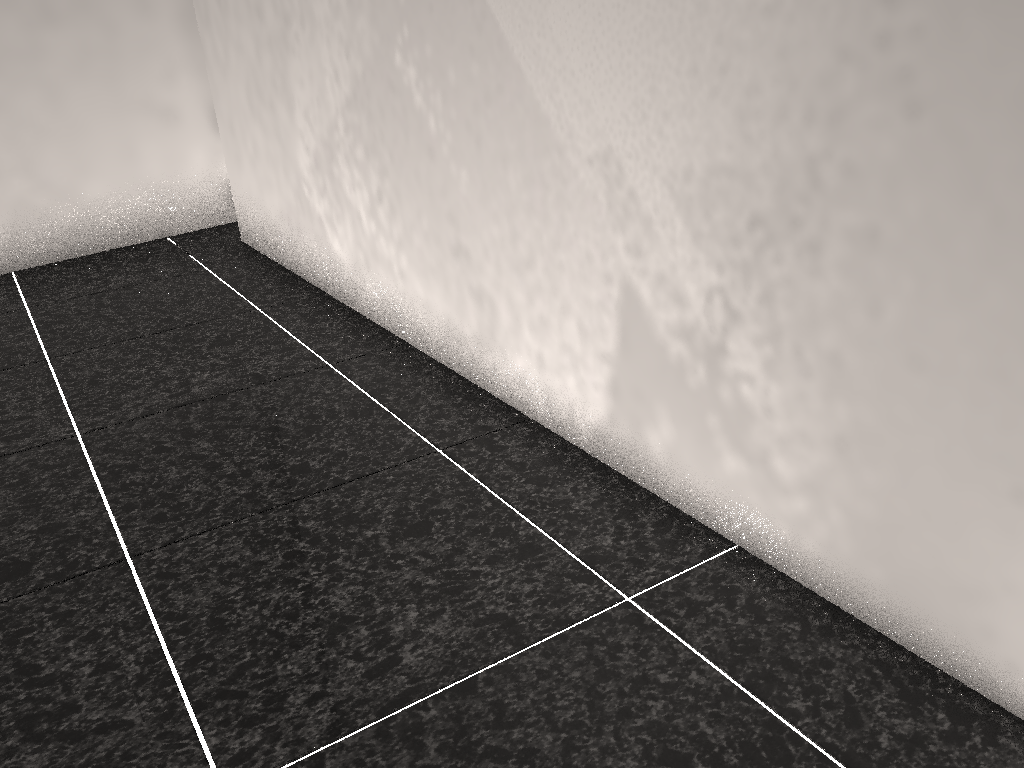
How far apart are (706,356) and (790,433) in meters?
0.2

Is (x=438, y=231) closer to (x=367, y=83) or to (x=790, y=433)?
(x=367, y=83)
